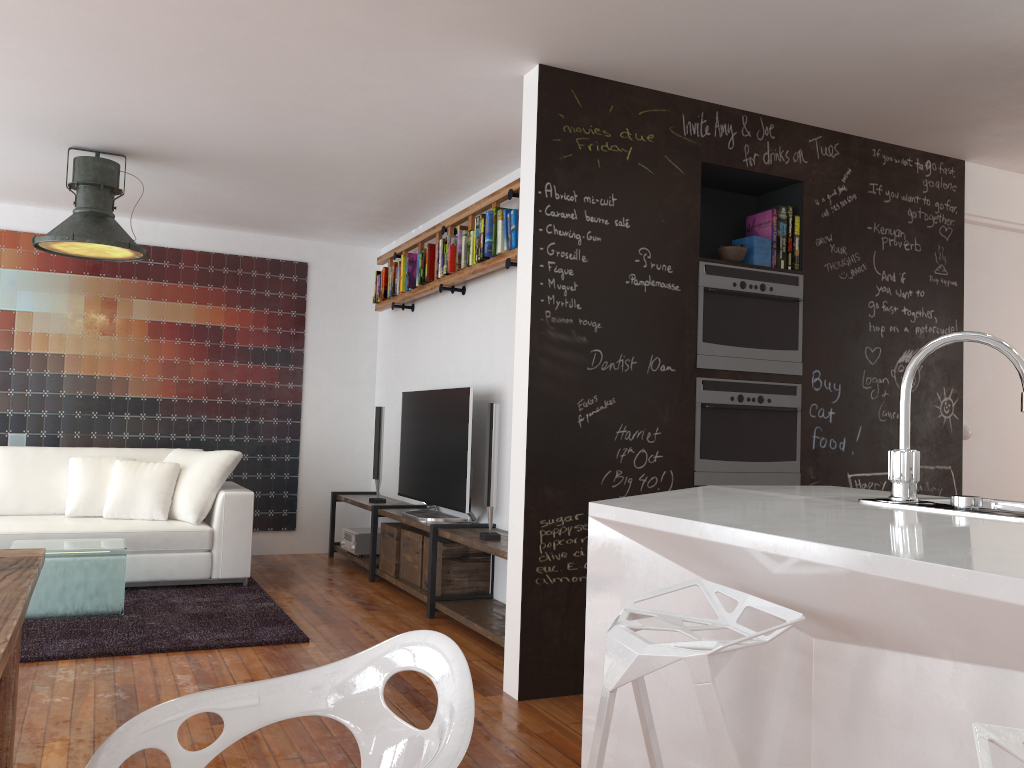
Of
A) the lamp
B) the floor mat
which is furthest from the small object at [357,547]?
the lamp

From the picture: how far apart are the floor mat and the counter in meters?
2.4

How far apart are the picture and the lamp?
1.5m

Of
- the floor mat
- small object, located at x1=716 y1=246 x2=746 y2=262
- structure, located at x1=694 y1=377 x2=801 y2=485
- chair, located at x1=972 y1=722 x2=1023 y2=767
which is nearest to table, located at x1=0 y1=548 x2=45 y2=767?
chair, located at x1=972 y1=722 x2=1023 y2=767

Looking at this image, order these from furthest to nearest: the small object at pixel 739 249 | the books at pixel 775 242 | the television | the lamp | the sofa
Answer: the sofa
the television
the lamp
the books at pixel 775 242
the small object at pixel 739 249

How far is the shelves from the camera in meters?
4.5 m

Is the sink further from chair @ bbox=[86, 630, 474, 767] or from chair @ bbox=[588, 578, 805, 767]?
chair @ bbox=[86, 630, 474, 767]

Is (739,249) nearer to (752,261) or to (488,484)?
(752,261)

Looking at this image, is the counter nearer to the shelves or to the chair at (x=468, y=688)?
the chair at (x=468, y=688)

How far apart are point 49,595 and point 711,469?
3.30m
